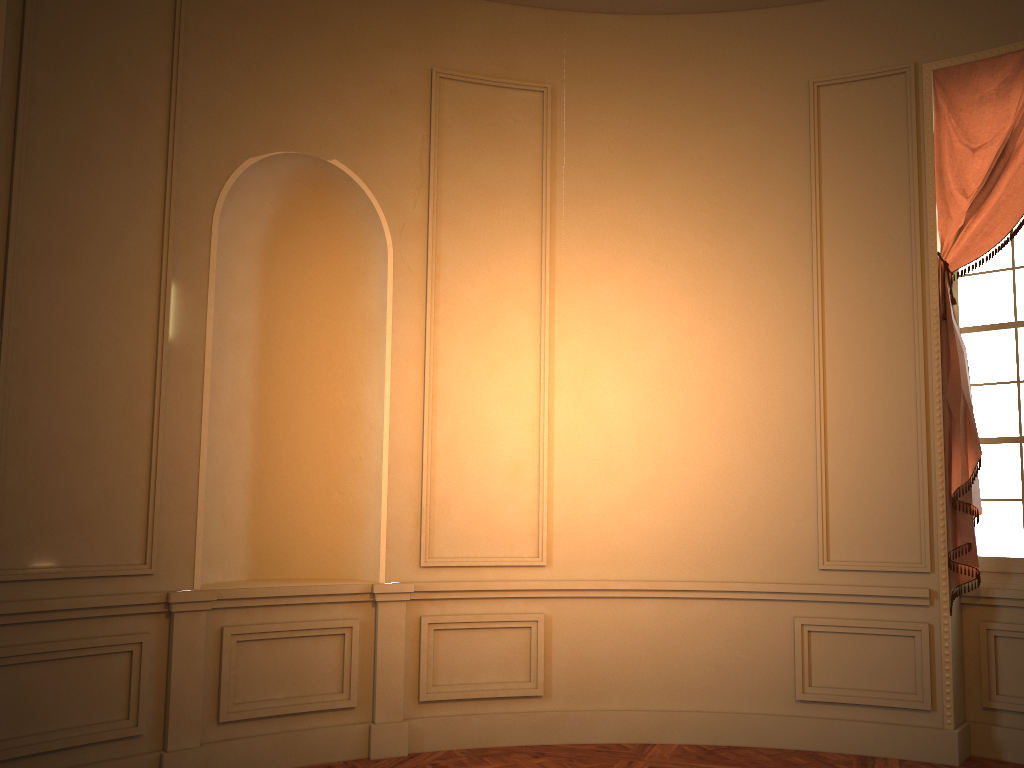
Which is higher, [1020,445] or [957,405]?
[957,405]

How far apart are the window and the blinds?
0.1m

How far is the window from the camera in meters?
4.7 m

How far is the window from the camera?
4.71m

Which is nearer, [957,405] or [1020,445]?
[957,405]

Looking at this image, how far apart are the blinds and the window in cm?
13

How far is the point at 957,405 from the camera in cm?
456

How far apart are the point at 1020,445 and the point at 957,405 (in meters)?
0.48

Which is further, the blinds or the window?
the window
